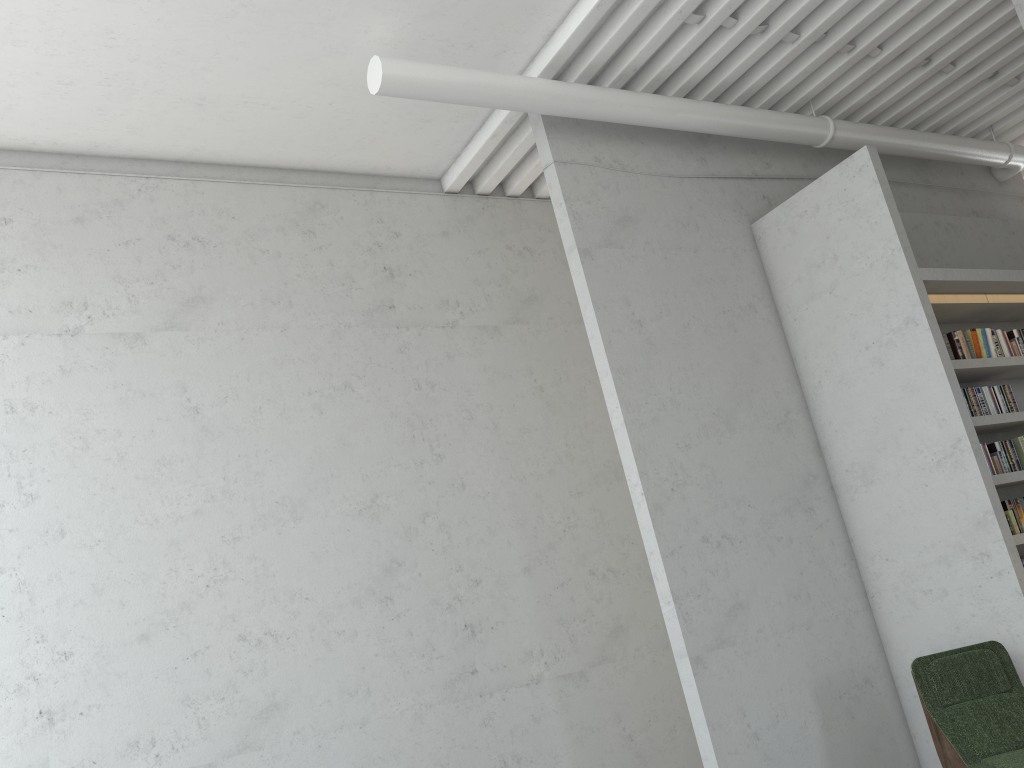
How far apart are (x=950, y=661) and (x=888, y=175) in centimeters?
412cm
